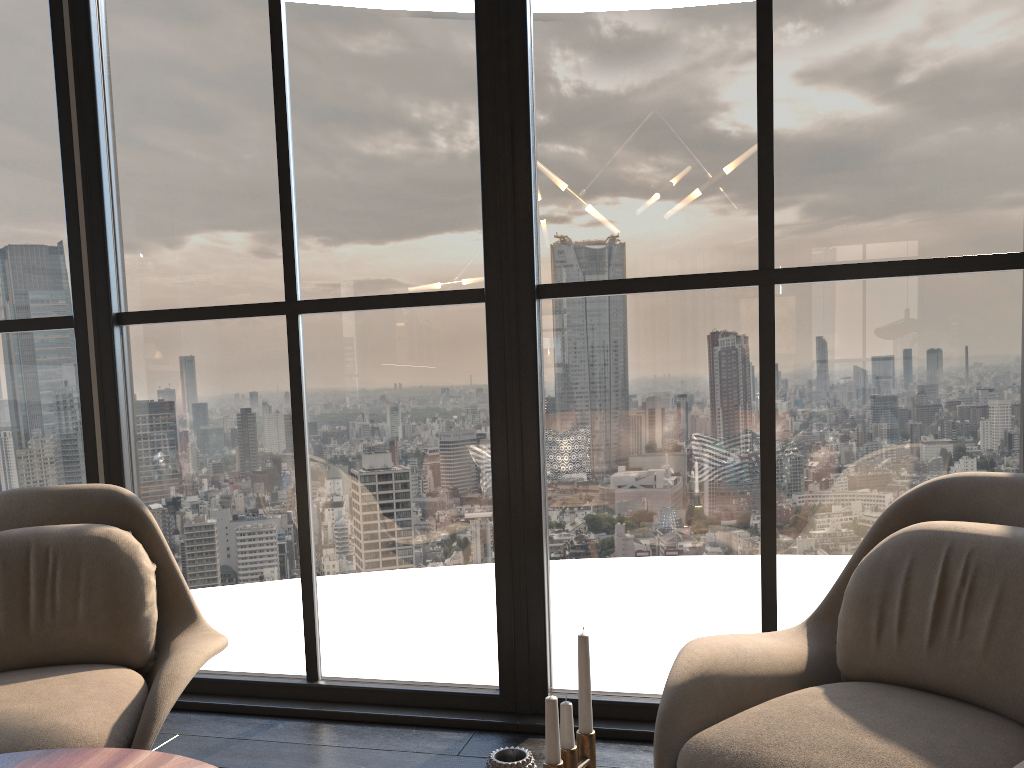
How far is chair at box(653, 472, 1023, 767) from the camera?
1.52m

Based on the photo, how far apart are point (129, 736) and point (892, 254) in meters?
2.2 m

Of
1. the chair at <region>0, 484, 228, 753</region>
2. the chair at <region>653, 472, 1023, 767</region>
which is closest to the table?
the chair at <region>0, 484, 228, 753</region>

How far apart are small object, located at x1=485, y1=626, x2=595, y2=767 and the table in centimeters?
42cm

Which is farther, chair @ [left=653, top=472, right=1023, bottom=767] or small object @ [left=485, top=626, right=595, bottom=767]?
chair @ [left=653, top=472, right=1023, bottom=767]

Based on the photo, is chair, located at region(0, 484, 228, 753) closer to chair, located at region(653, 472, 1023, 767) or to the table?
the table

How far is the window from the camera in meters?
2.5

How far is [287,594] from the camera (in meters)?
2.96

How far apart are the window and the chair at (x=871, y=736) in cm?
48

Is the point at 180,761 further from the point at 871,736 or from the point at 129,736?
the point at 871,736
